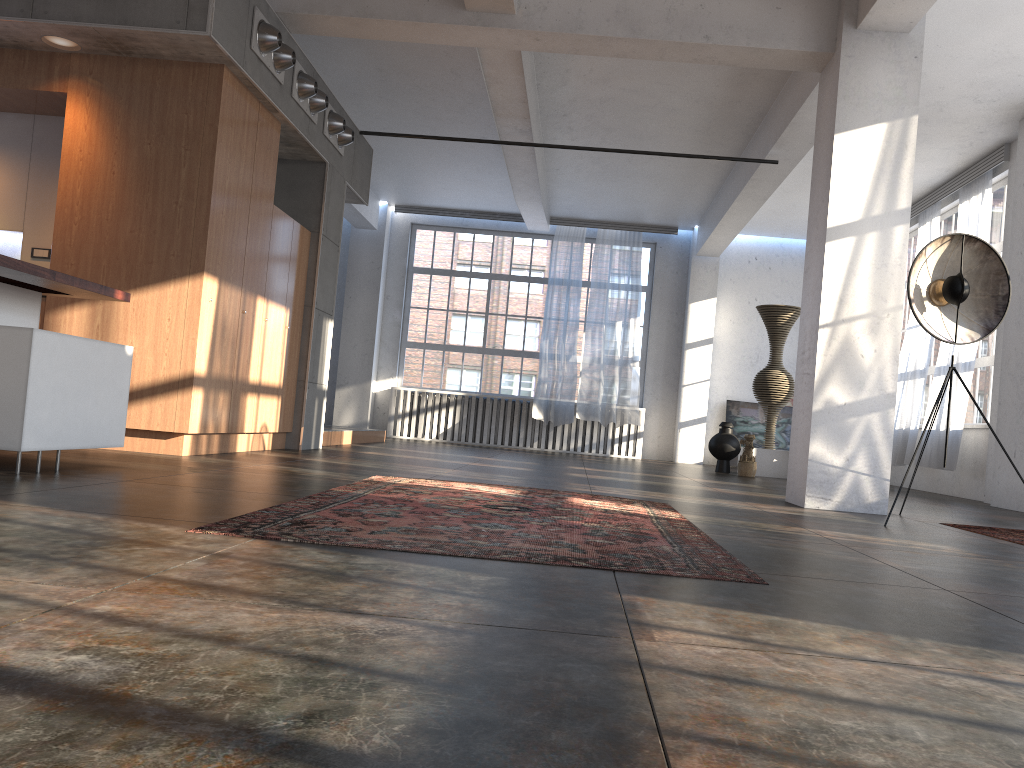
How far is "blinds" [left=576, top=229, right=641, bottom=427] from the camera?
14.4m

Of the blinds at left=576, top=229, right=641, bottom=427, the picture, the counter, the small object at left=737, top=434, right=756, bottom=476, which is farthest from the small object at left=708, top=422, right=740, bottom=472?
the counter

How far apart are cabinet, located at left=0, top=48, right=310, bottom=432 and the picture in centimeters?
865cm

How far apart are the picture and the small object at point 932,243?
9.0m

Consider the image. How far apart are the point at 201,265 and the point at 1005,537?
5.4 meters

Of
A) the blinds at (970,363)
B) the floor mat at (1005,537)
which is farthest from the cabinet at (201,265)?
the blinds at (970,363)

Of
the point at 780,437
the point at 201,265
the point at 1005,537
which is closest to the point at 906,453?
the point at 780,437

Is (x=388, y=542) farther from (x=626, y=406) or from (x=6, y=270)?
(x=626, y=406)

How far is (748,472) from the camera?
11.0 meters

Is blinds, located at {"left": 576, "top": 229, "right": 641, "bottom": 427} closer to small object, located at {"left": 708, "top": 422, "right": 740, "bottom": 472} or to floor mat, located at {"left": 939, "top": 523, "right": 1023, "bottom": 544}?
small object, located at {"left": 708, "top": 422, "right": 740, "bottom": 472}
